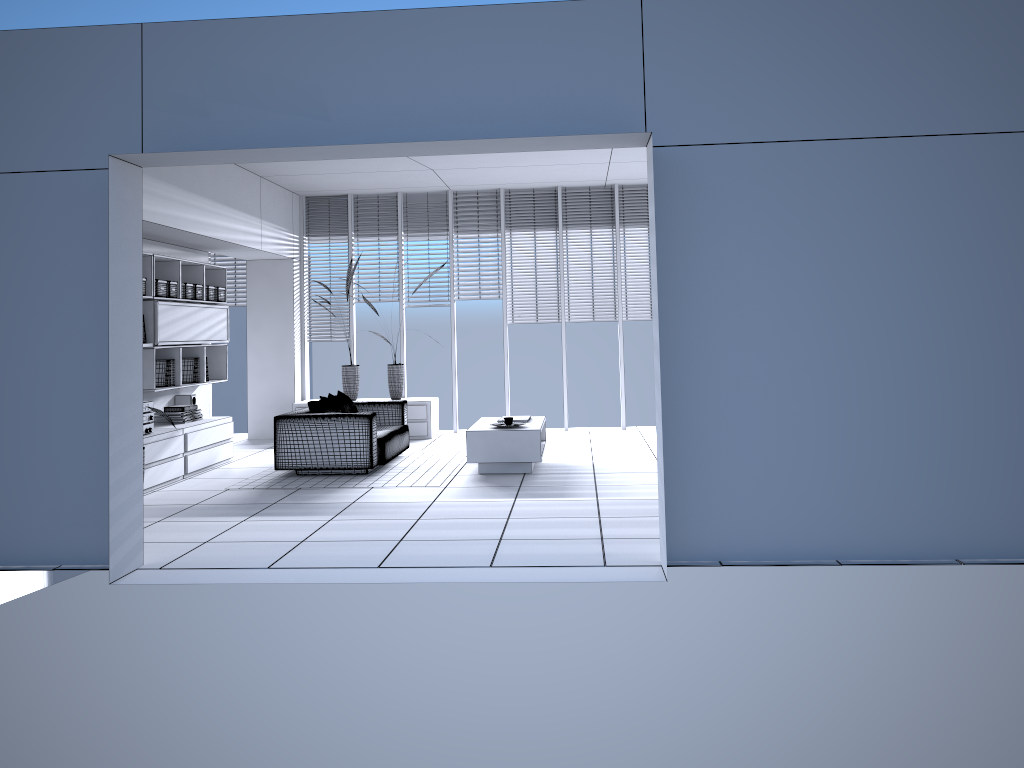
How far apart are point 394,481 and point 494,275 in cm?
421

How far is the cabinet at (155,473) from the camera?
7.43m

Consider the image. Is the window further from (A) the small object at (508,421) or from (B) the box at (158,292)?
(A) the small object at (508,421)

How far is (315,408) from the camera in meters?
8.1

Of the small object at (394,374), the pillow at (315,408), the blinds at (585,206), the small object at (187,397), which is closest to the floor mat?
the pillow at (315,408)

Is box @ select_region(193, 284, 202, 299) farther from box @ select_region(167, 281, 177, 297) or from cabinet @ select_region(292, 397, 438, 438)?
cabinet @ select_region(292, 397, 438, 438)

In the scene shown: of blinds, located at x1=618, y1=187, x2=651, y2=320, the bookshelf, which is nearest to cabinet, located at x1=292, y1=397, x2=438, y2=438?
the bookshelf

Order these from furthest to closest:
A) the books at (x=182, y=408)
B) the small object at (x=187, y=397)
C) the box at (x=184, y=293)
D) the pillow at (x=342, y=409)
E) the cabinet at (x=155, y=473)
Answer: the small object at (x=187, y=397) → the pillow at (x=342, y=409) → the box at (x=184, y=293) → the books at (x=182, y=408) → the cabinet at (x=155, y=473)

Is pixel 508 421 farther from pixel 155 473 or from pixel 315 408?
pixel 155 473

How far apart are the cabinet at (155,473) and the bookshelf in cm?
37
